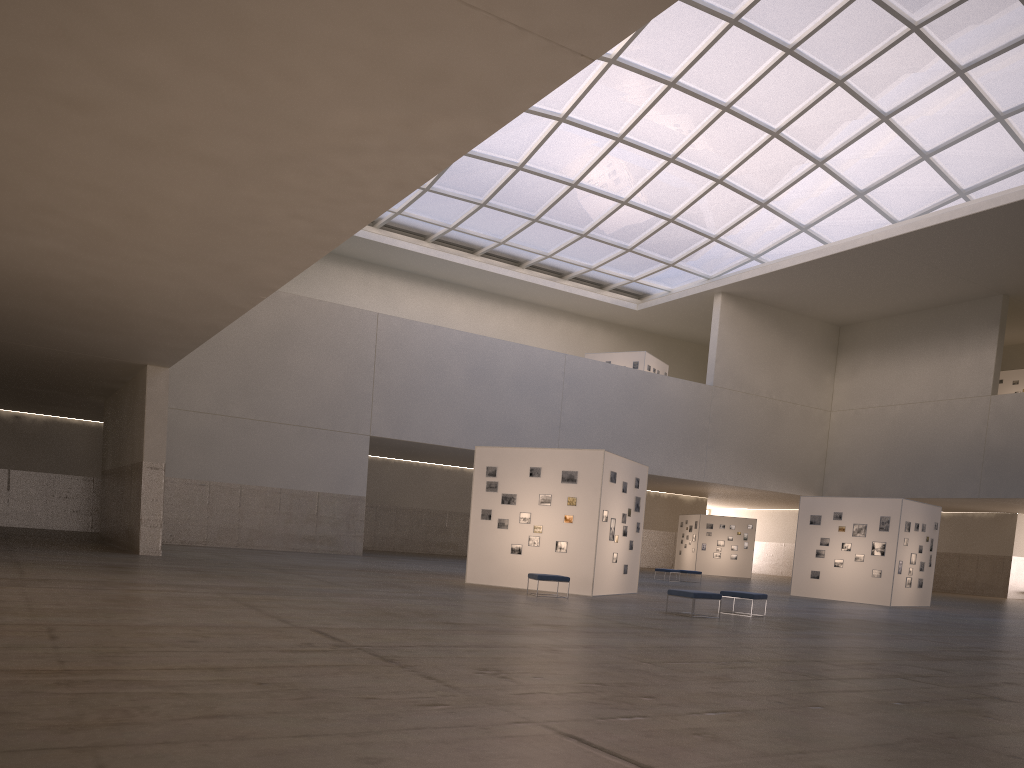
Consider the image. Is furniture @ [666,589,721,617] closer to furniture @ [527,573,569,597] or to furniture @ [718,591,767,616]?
furniture @ [718,591,767,616]

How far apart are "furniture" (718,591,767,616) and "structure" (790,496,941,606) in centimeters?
1555cm

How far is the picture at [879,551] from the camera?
36.39m

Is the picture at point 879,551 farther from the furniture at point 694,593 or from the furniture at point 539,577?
the furniture at point 539,577

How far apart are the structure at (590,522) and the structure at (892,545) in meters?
12.1

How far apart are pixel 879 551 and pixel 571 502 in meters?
16.8 m

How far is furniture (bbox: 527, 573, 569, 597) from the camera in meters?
24.6

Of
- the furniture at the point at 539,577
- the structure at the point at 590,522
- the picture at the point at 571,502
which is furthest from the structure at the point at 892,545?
the furniture at the point at 539,577

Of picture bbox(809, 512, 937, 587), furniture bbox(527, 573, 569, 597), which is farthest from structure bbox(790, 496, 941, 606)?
furniture bbox(527, 573, 569, 597)

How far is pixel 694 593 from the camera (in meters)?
21.22
